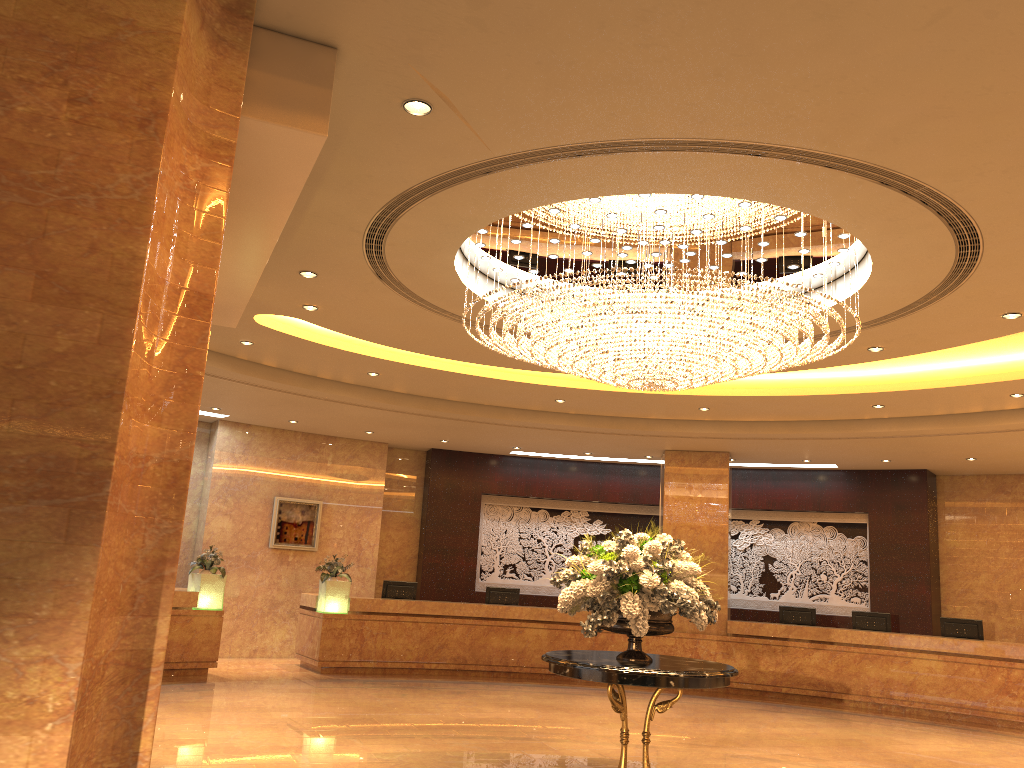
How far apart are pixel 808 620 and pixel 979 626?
2.5 meters

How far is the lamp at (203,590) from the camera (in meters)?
12.67

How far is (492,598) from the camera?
15.37m

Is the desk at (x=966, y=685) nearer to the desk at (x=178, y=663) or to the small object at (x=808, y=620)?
the small object at (x=808, y=620)

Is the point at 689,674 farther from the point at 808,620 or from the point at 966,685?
the point at 808,620

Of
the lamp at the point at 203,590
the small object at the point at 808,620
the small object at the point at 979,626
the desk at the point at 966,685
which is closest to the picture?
the desk at the point at 966,685

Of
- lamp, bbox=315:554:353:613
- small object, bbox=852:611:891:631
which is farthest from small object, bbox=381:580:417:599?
small object, bbox=852:611:891:631

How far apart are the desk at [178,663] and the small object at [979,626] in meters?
11.0

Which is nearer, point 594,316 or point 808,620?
point 594,316

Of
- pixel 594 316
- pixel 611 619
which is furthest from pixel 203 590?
pixel 594 316
